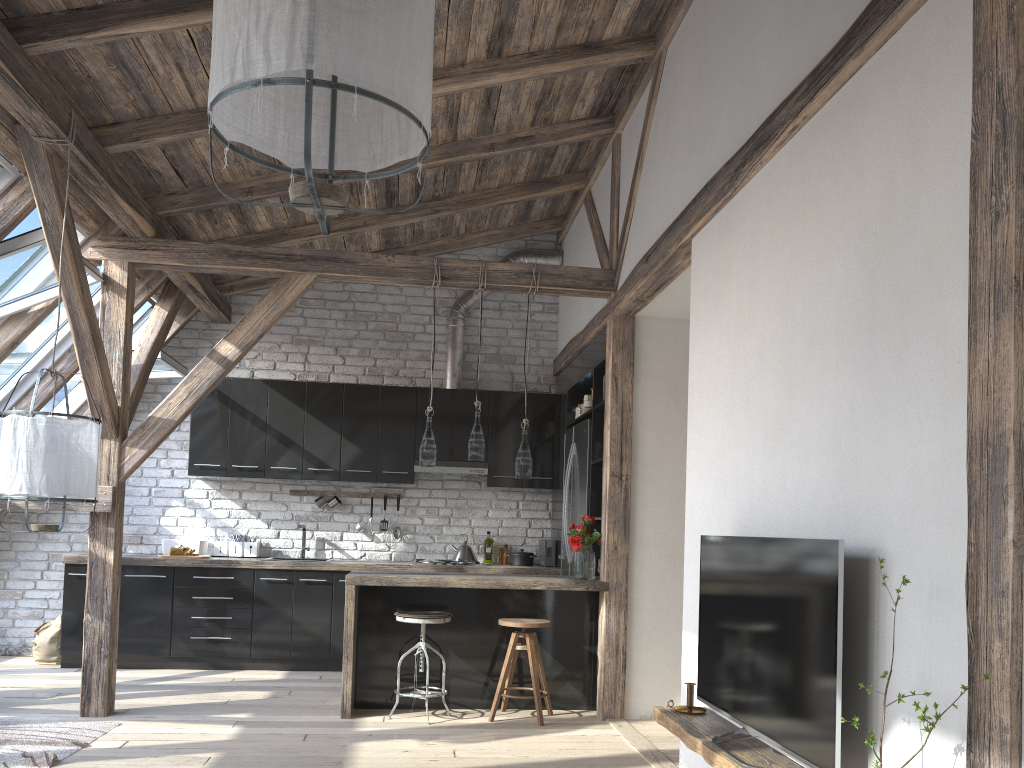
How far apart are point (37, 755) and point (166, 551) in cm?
310

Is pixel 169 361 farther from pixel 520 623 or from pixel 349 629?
pixel 520 623

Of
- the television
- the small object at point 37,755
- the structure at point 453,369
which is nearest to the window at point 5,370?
the small object at point 37,755

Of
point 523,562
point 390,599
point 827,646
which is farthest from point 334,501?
point 827,646

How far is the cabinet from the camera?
5.43m

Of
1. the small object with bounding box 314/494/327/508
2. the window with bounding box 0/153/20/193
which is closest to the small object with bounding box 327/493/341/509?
the small object with bounding box 314/494/327/508

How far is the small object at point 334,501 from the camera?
7.3 meters

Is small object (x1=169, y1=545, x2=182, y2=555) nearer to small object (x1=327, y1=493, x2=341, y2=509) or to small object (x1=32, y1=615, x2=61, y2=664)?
small object (x1=32, y1=615, x2=61, y2=664)

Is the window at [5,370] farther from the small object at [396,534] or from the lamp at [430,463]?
the small object at [396,534]

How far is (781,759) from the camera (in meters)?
2.70
